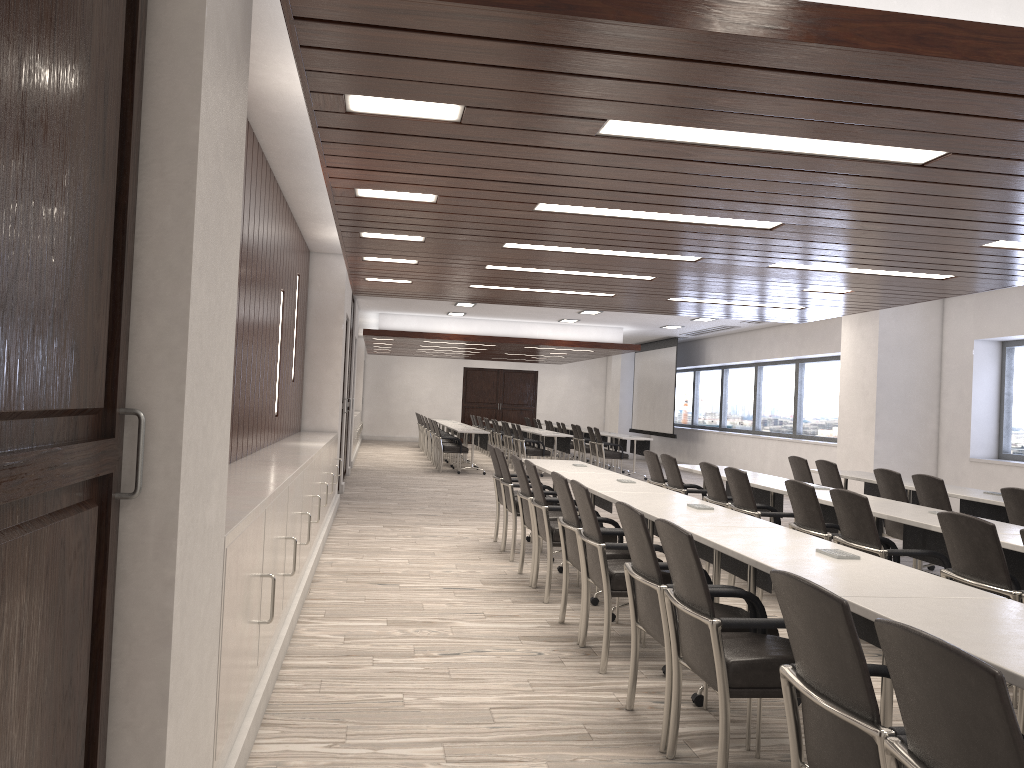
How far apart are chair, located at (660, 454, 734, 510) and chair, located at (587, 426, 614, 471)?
8.8 meters

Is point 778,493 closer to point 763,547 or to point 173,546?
point 763,547

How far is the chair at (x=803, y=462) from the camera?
8.5 meters

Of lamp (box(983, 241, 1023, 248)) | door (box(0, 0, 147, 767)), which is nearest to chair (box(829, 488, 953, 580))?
lamp (box(983, 241, 1023, 248))

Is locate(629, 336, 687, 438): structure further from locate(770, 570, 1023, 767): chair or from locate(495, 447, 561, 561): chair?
locate(770, 570, 1023, 767): chair

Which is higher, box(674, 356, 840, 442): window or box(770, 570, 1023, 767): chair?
box(674, 356, 840, 442): window

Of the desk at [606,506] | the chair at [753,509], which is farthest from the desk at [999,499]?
the desk at [606,506]

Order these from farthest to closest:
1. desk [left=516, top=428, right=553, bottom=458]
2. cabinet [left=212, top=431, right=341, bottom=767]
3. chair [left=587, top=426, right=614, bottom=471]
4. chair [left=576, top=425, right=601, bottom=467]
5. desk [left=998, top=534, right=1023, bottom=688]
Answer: desk [left=516, top=428, right=553, bottom=458] < chair [left=576, top=425, right=601, bottom=467] < chair [left=587, top=426, right=614, bottom=471] < desk [left=998, top=534, right=1023, bottom=688] < cabinet [left=212, top=431, right=341, bottom=767]

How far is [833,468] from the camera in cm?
799

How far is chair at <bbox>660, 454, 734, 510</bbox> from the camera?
7.8m
